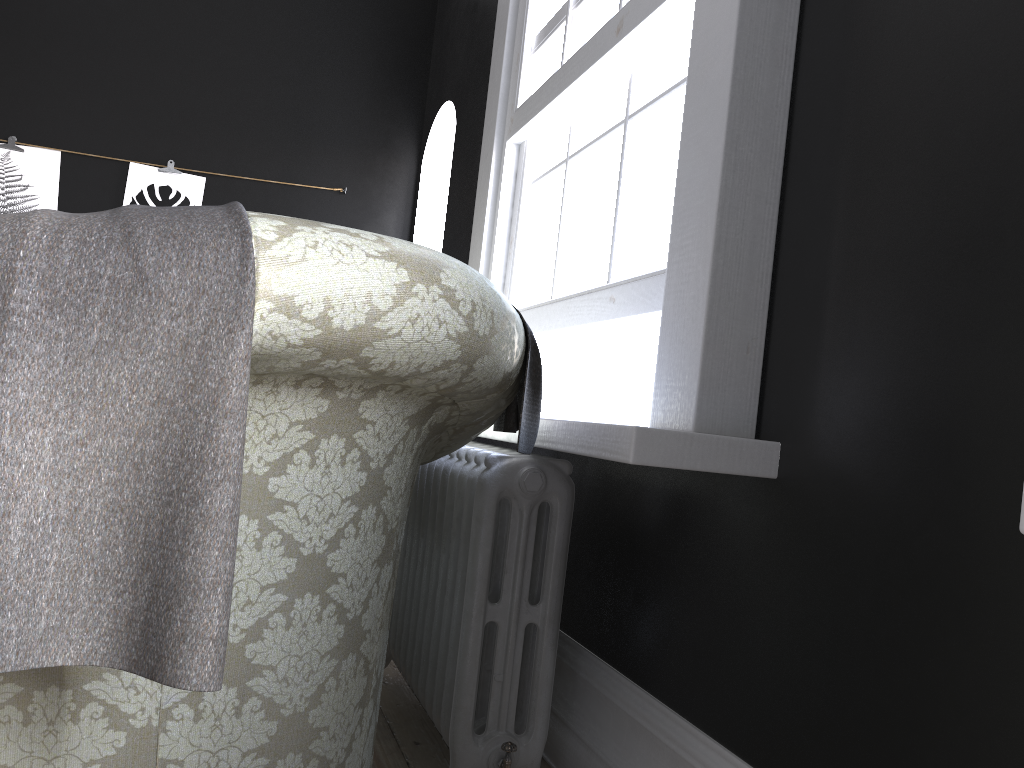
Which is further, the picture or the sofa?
the picture

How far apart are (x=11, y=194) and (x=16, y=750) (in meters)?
4.45

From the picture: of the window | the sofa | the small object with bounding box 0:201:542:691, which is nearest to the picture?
the window

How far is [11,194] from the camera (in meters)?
4.76

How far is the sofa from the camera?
1.1m

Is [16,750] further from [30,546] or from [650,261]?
[650,261]

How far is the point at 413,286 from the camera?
1.1m

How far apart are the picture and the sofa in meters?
3.1

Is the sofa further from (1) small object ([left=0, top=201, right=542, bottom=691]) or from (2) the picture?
(2) the picture

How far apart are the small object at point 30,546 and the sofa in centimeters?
1cm
